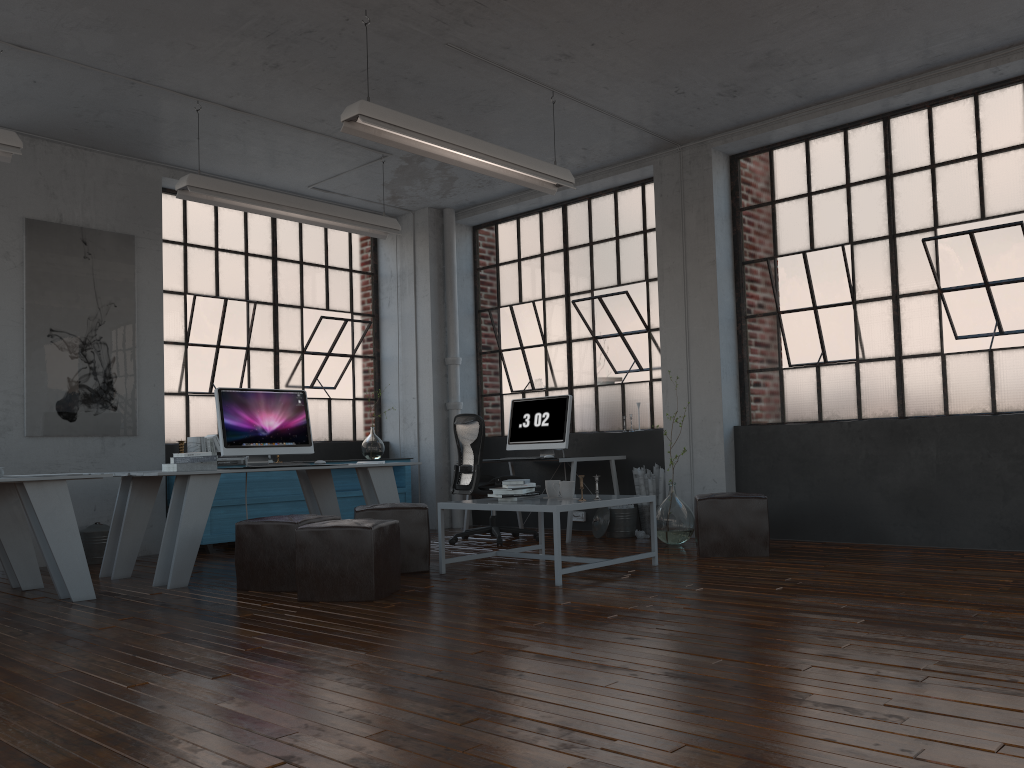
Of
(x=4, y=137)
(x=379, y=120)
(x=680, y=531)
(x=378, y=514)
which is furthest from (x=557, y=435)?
(x=4, y=137)

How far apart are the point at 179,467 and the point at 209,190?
2.0 meters

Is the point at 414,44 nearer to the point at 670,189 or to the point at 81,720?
the point at 670,189

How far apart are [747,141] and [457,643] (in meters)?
5.15

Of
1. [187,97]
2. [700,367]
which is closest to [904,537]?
[700,367]

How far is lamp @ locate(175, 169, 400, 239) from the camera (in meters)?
6.12

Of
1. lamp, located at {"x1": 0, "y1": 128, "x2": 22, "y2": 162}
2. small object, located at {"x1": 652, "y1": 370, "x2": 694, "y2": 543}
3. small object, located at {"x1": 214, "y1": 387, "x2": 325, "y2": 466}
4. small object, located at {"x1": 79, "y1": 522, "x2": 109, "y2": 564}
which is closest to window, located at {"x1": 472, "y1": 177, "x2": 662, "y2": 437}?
small object, located at {"x1": 652, "y1": 370, "x2": 694, "y2": 543}

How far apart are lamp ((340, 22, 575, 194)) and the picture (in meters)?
3.19

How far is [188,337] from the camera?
7.91m

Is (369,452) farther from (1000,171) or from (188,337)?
(1000,171)
